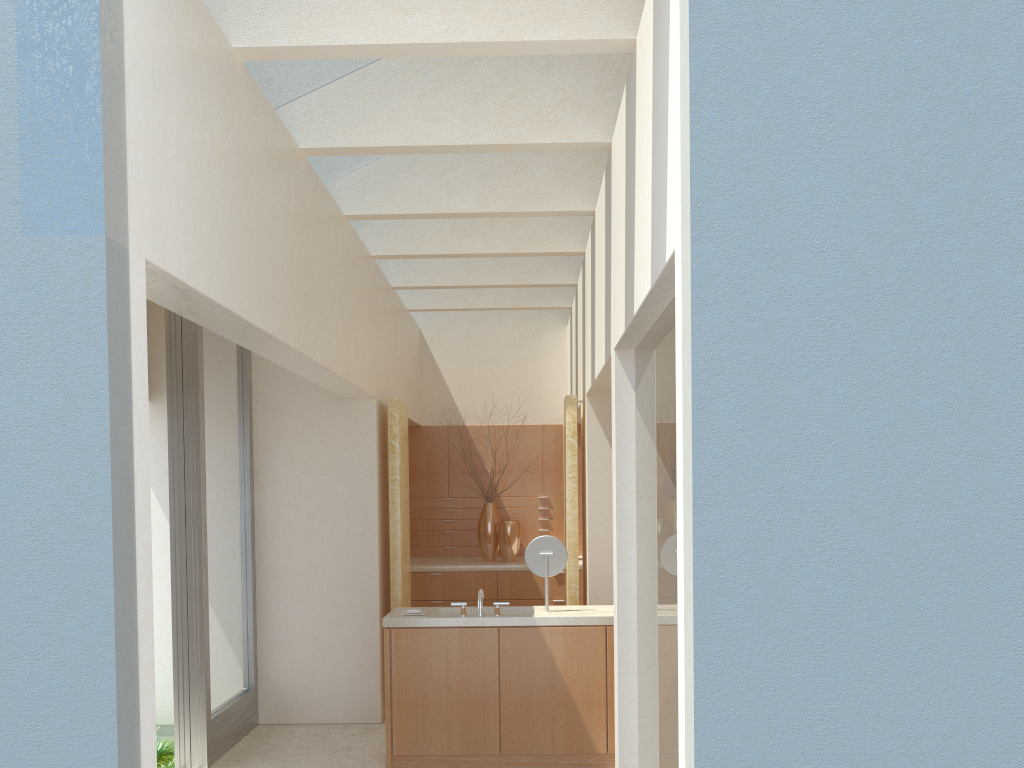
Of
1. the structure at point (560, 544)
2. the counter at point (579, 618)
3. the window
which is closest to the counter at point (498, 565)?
the window

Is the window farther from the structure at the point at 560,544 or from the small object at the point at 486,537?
the small object at the point at 486,537

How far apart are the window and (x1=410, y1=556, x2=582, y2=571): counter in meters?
4.8 m

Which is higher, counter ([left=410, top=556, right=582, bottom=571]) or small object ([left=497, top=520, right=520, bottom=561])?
small object ([left=497, top=520, right=520, bottom=561])

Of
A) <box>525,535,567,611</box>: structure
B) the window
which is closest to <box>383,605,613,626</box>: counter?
<box>525,535,567,611</box>: structure

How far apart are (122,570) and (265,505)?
9.9m

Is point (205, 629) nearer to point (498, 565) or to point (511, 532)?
point (498, 565)

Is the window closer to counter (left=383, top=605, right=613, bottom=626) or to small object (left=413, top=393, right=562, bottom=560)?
counter (left=383, top=605, right=613, bottom=626)

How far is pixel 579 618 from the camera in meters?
12.3

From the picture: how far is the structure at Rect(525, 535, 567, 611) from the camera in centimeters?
1292cm
